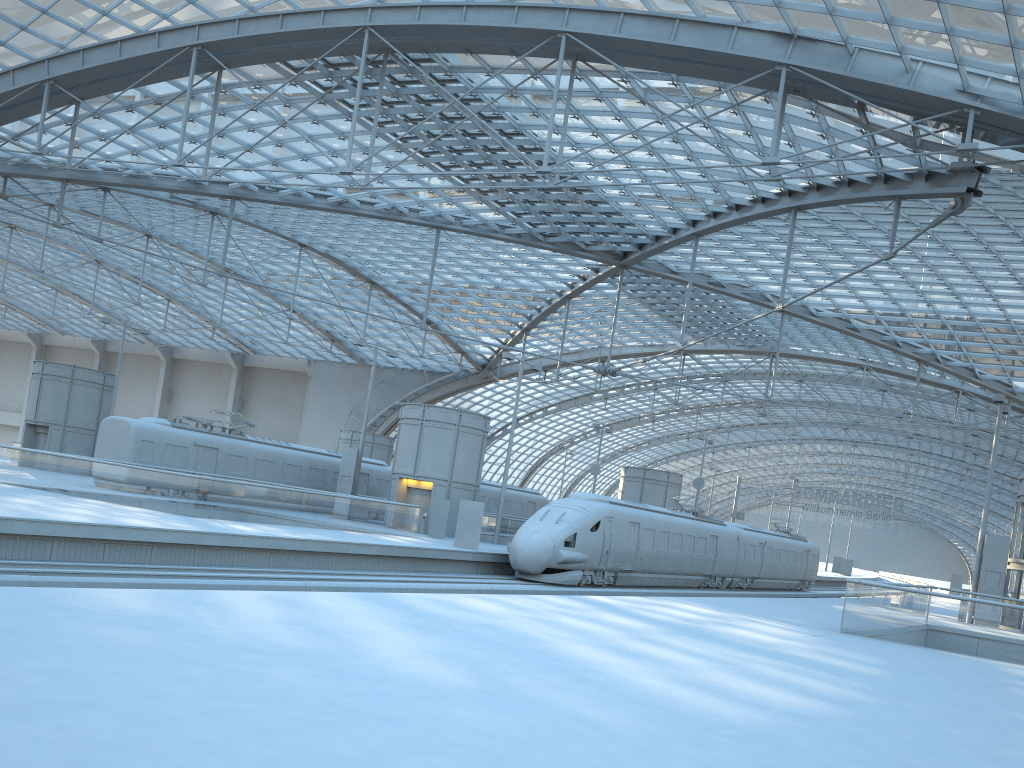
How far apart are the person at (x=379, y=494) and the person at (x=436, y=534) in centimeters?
912cm

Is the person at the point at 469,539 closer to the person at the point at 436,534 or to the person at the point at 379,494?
the person at the point at 436,534

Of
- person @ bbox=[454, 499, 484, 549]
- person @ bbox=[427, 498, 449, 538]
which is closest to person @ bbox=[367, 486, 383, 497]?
person @ bbox=[427, 498, 449, 538]

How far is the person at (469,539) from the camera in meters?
30.1 m

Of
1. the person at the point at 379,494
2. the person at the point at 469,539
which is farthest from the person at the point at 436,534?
the person at the point at 379,494

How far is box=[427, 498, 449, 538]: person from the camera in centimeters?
3441cm

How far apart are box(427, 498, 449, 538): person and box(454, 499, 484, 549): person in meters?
4.3

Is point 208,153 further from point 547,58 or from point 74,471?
point 547,58

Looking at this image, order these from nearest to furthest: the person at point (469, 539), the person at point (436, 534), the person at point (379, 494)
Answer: the person at point (469, 539) < the person at point (436, 534) < the person at point (379, 494)

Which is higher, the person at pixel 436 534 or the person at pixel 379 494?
the person at pixel 379 494
